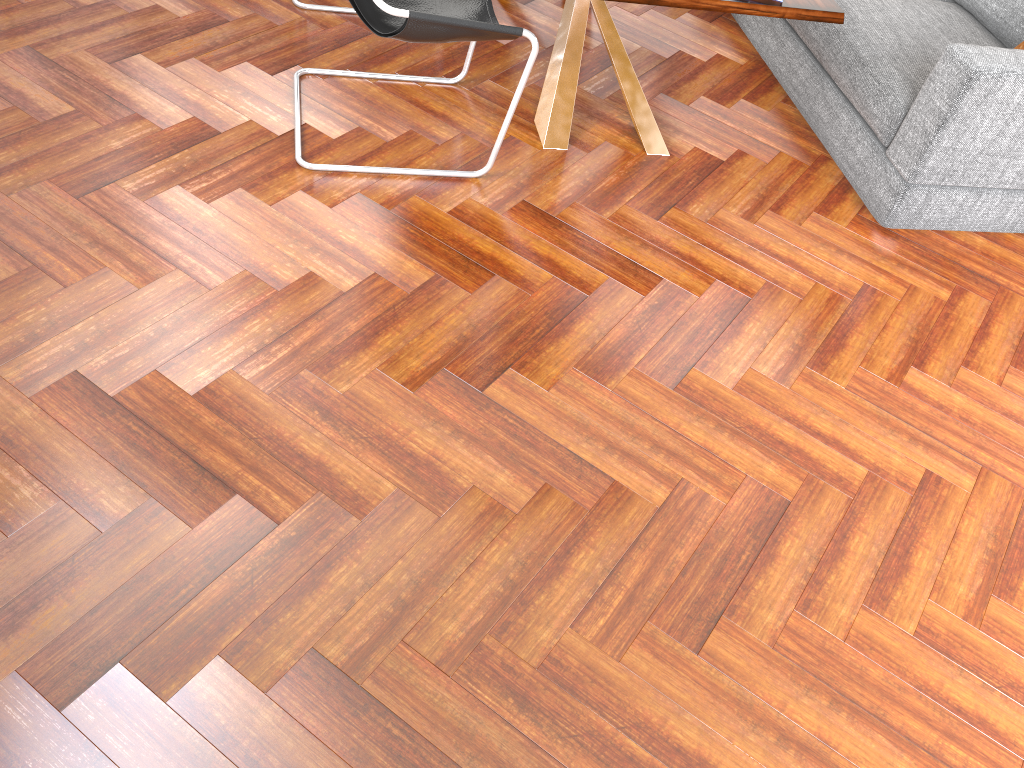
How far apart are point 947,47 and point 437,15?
1.77m

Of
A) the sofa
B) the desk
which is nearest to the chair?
the desk

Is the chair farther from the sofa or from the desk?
the sofa

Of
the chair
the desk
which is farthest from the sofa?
the chair

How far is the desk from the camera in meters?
2.7 m

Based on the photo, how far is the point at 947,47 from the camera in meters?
3.1 m

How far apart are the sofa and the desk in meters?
0.5 m

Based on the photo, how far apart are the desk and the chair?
0.3m

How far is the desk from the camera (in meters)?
2.74

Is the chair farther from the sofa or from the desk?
the sofa
